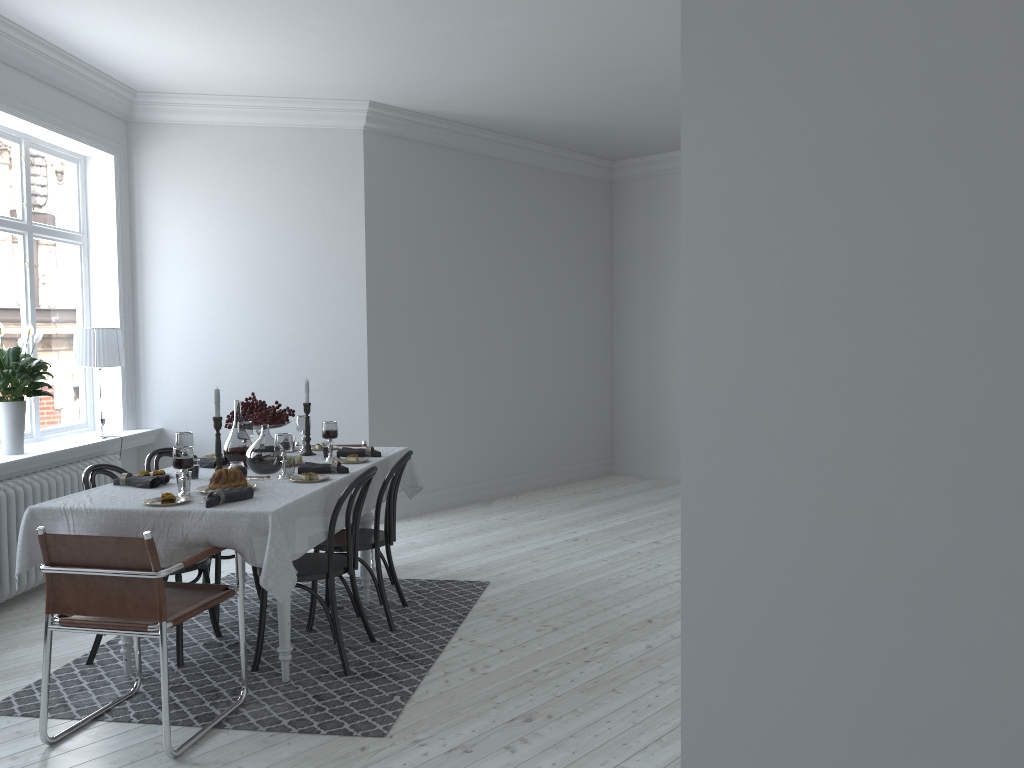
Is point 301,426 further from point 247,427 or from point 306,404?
point 247,427

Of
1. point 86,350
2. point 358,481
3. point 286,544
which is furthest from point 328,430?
point 86,350

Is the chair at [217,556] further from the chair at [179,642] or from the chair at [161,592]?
the chair at [161,592]

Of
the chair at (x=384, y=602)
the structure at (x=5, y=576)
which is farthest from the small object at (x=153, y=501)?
the structure at (x=5, y=576)

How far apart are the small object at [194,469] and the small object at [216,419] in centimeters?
12cm

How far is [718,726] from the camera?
1.6m

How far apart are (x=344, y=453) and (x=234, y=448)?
0.6 meters

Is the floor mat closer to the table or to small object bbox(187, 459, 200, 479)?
the table

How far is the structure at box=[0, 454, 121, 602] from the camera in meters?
4.9 m

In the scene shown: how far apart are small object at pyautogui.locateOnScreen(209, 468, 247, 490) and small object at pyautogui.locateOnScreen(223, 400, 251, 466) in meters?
0.6
